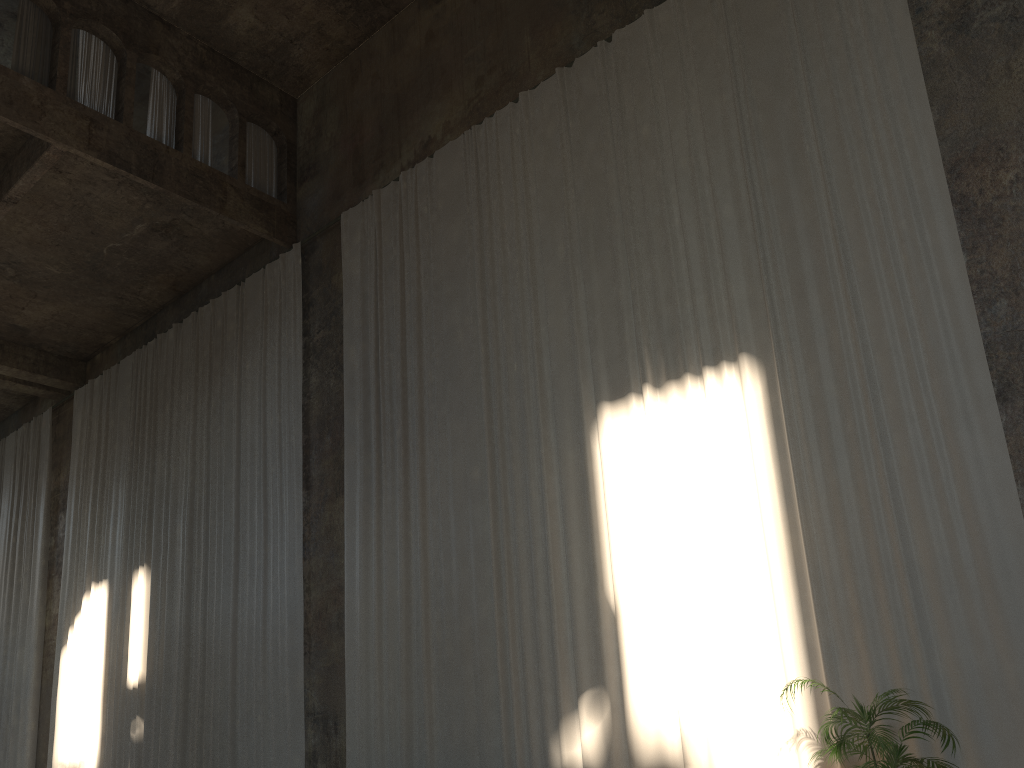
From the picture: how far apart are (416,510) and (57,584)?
10.52m

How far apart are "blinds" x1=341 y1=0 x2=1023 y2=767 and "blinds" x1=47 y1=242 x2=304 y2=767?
1.0 meters

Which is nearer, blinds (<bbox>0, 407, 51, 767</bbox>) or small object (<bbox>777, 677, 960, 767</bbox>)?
small object (<bbox>777, 677, 960, 767</bbox>)

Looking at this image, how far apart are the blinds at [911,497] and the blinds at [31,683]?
9.6m

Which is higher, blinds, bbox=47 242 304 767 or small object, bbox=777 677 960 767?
blinds, bbox=47 242 304 767

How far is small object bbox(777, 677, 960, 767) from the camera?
5.7m

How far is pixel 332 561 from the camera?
11.7 meters

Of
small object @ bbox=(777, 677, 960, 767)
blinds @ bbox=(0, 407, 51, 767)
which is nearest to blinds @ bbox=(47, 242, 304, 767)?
blinds @ bbox=(0, 407, 51, 767)

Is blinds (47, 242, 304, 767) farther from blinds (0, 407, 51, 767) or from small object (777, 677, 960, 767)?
small object (777, 677, 960, 767)

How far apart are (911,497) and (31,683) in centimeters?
1651cm
